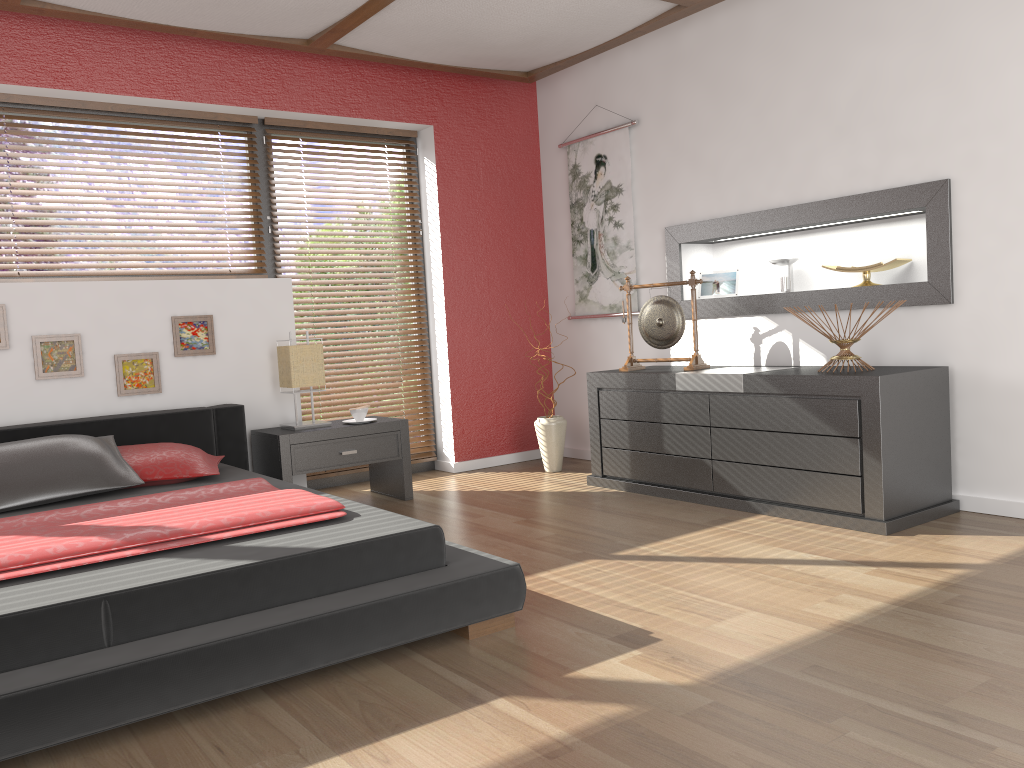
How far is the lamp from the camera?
4.41m

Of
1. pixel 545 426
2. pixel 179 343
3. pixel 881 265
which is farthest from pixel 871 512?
pixel 179 343

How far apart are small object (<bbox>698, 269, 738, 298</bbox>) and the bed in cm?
250

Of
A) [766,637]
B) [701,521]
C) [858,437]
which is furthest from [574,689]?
[858,437]

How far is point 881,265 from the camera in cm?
396

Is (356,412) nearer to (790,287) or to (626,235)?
(626,235)

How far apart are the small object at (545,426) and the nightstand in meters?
0.9 m

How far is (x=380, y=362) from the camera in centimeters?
534cm

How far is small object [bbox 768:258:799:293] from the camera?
4.4 meters

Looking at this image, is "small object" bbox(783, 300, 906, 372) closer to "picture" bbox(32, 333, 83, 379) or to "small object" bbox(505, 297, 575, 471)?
"small object" bbox(505, 297, 575, 471)
